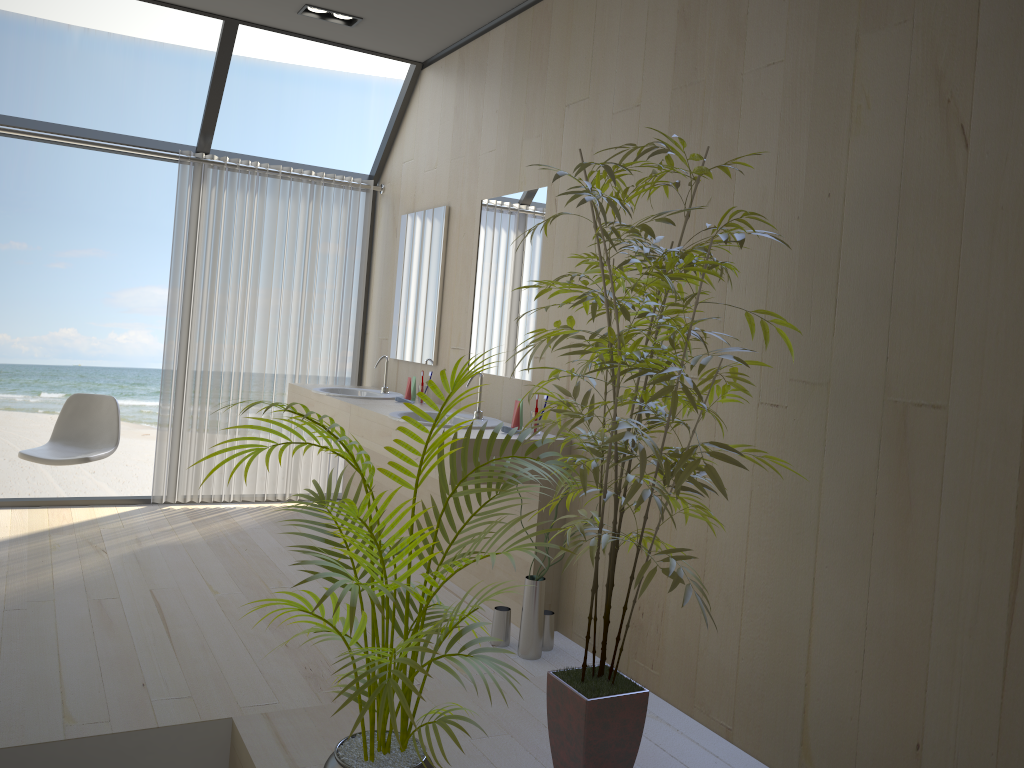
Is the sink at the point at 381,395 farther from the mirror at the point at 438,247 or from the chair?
the chair

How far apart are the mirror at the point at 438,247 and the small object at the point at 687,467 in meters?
2.1 m

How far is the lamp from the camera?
4.51m

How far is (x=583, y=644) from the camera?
3.47m

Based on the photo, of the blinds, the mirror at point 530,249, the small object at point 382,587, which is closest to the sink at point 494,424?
the mirror at point 530,249

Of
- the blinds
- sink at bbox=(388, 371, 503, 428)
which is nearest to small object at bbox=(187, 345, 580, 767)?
sink at bbox=(388, 371, 503, 428)

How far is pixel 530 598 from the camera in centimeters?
329cm

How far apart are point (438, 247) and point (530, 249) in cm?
98

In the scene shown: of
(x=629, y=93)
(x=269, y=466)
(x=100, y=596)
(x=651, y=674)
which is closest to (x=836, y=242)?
(x=629, y=93)

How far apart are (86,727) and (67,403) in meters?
2.8 m
